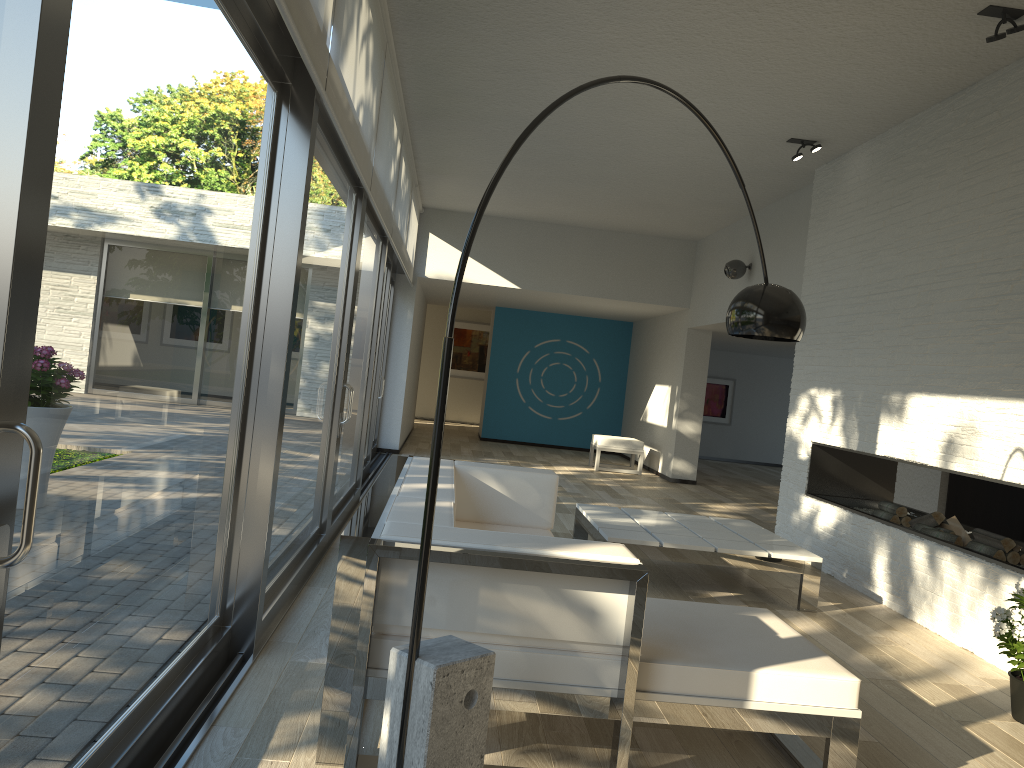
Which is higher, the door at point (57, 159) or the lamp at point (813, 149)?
the lamp at point (813, 149)

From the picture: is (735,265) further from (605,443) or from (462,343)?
(462,343)

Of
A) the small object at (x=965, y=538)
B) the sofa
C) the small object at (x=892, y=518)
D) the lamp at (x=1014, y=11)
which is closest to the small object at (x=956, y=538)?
the small object at (x=965, y=538)

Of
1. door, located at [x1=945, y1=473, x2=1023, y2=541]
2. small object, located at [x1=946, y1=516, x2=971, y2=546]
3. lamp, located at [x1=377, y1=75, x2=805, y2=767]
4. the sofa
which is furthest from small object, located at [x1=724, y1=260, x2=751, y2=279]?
lamp, located at [x1=377, y1=75, x2=805, y2=767]

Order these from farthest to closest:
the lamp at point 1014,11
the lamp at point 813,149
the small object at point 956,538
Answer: the lamp at point 813,149, the small object at point 956,538, the lamp at point 1014,11

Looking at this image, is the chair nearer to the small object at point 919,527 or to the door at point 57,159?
the door at point 57,159

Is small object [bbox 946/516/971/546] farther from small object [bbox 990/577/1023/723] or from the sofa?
the sofa

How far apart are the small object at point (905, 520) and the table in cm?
95

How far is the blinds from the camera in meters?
3.0 m

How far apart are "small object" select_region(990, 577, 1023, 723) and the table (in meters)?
1.29
